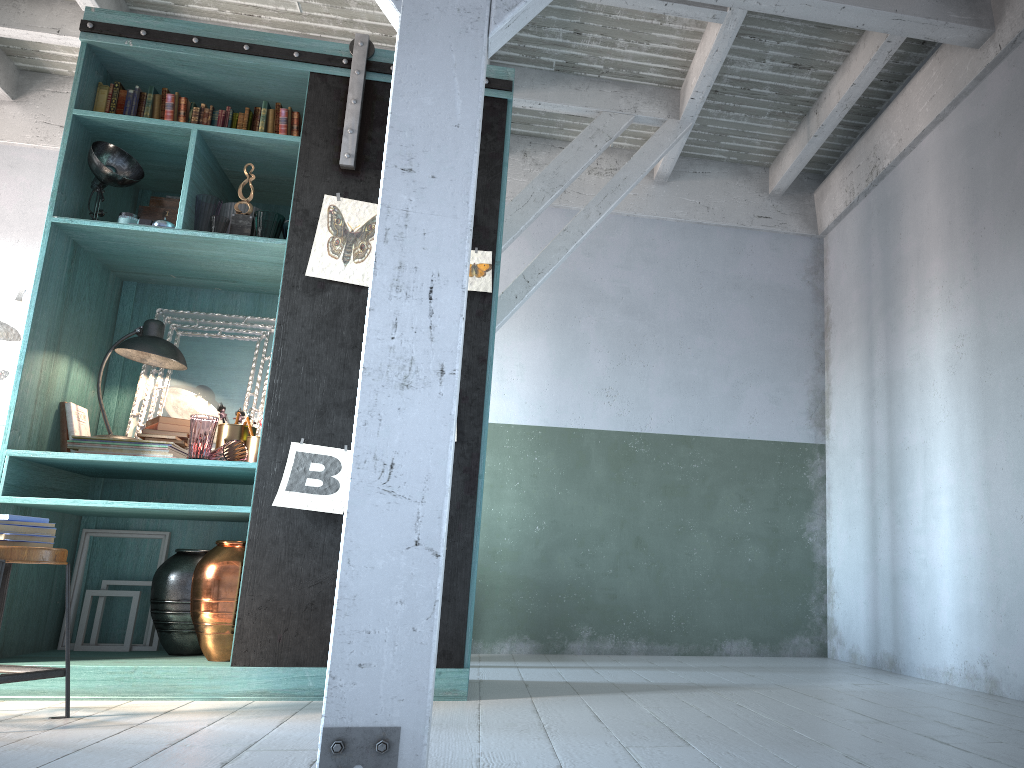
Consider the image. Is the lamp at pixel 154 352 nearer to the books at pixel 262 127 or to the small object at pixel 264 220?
the small object at pixel 264 220

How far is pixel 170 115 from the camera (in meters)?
4.93

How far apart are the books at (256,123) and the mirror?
1.2 meters

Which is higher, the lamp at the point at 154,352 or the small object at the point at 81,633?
the lamp at the point at 154,352

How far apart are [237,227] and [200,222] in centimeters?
19cm

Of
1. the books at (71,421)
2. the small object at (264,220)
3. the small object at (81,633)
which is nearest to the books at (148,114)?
the small object at (264,220)

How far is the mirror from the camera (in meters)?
5.20

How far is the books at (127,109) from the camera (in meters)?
4.92

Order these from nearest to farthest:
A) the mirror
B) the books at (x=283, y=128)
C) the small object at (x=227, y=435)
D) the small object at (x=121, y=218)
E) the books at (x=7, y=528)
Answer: the books at (x=7, y=528), the small object at (x=121, y=218), the small object at (x=227, y=435), the books at (x=283, y=128), the mirror

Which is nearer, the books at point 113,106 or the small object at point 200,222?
the small object at point 200,222
